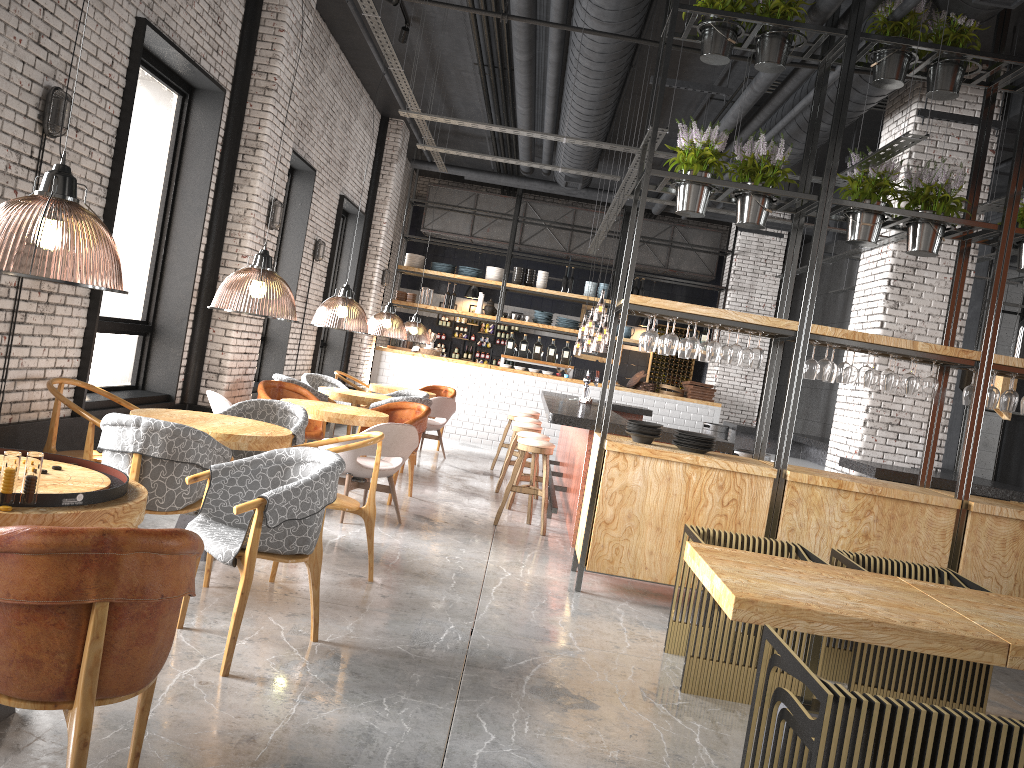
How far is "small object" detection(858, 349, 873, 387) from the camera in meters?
6.0

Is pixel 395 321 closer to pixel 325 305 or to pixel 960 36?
pixel 325 305

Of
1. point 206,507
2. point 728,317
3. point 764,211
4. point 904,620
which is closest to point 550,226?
point 764,211

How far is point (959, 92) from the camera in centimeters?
844cm

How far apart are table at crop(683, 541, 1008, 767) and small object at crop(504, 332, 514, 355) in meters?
11.1

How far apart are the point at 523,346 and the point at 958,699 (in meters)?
11.18

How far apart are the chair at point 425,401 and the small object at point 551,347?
5.8m

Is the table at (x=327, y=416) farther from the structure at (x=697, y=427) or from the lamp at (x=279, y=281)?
the structure at (x=697, y=427)

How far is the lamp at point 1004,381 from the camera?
7.8 meters

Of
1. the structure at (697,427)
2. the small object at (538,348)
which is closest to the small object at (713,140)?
the structure at (697,427)
